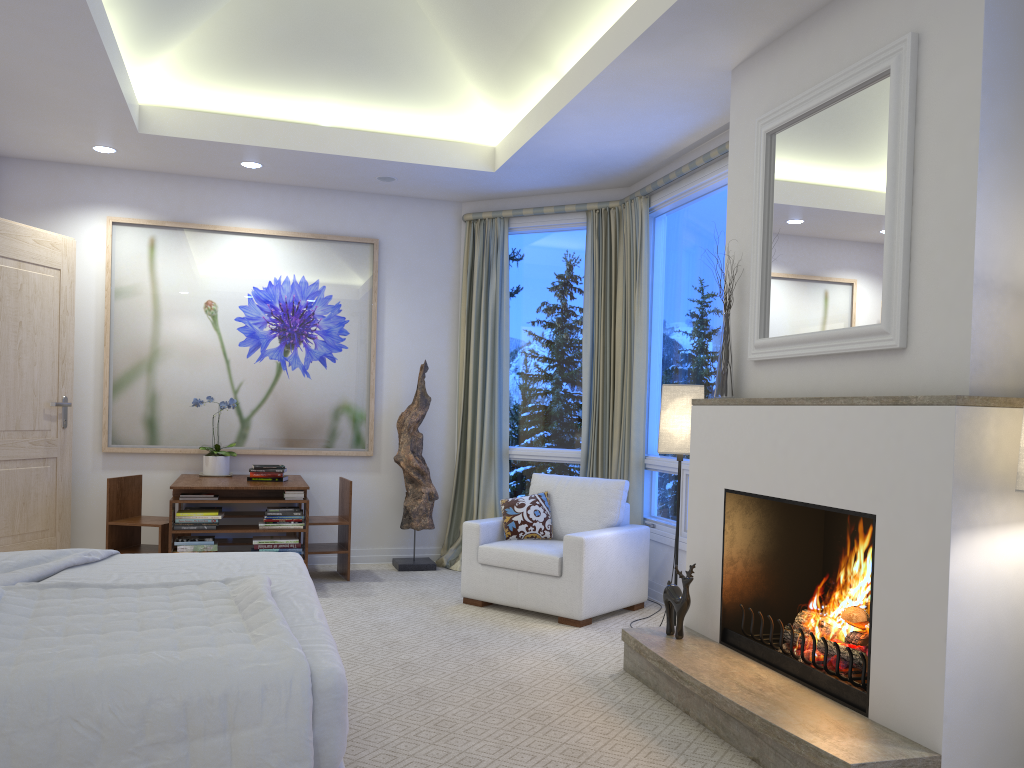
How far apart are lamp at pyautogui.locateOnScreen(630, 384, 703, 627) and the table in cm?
208

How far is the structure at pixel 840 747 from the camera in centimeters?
236cm

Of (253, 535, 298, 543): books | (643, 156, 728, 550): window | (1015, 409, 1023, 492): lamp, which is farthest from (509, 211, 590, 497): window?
(1015, 409, 1023, 492): lamp

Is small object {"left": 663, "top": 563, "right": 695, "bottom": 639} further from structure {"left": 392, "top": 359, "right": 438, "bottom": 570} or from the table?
structure {"left": 392, "top": 359, "right": 438, "bottom": 570}

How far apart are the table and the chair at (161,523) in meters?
0.2 m

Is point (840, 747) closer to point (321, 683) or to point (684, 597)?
point (684, 597)

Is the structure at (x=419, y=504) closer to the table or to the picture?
the picture

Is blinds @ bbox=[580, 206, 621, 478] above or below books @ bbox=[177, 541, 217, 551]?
above

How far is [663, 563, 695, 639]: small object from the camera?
3.43m

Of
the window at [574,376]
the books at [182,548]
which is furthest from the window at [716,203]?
the books at [182,548]
